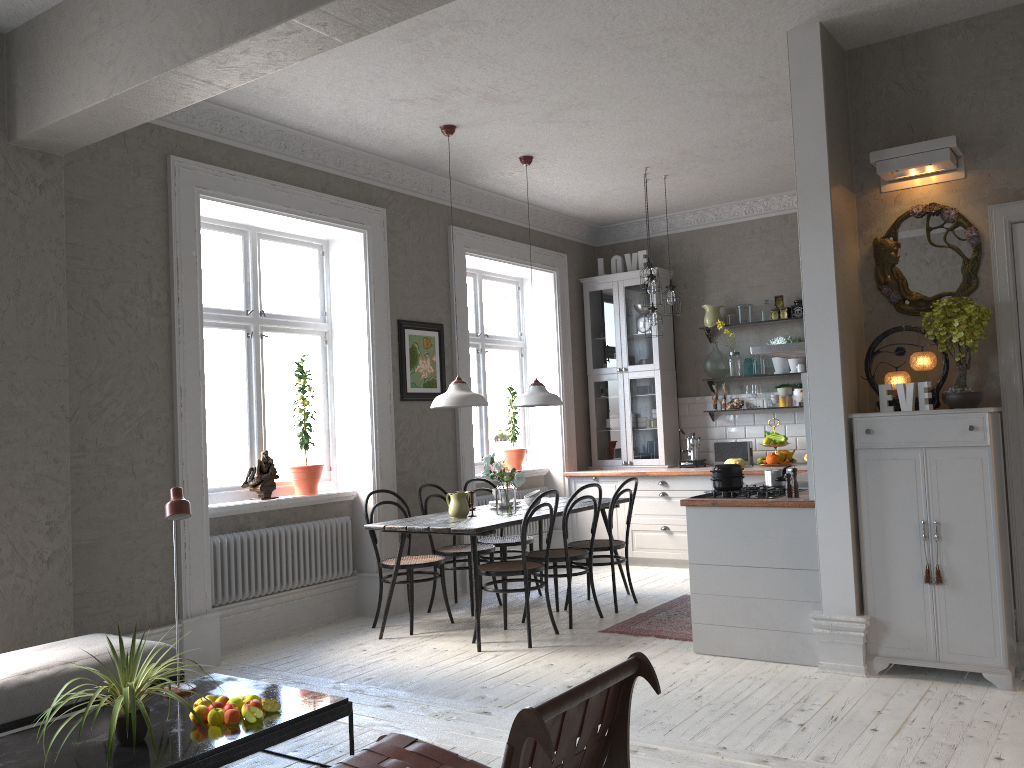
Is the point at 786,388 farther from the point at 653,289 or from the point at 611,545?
the point at 611,545

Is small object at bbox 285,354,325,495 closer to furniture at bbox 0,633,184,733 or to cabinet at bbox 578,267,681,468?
furniture at bbox 0,633,184,733

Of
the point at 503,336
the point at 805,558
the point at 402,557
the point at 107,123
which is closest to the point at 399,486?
the point at 402,557

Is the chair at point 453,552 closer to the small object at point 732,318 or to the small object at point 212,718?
the small object at point 212,718

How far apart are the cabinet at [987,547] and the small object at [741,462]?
3.23m

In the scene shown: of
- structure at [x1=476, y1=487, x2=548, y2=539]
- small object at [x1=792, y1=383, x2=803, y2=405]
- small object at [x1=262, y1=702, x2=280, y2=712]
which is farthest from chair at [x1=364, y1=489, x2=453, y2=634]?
small object at [x1=792, y1=383, x2=803, y2=405]

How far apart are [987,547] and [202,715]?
3.4 meters

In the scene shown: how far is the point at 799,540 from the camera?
4.6m

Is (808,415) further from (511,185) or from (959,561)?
(511,185)

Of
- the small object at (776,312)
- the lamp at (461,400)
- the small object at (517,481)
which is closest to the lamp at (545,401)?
the small object at (517,481)
